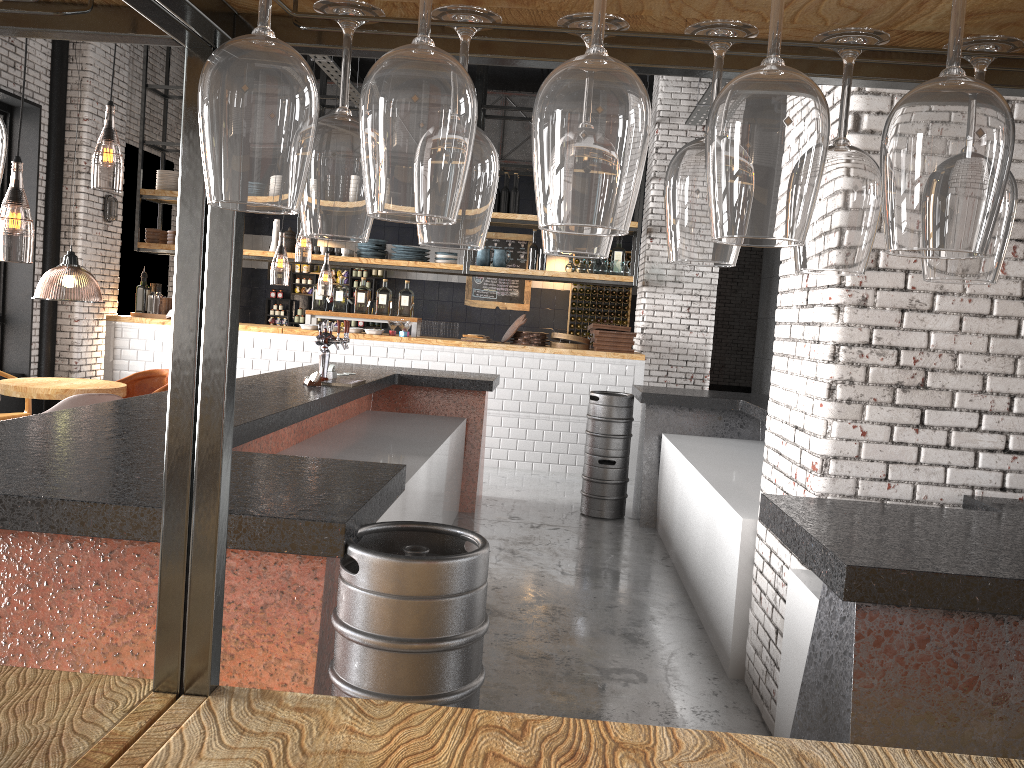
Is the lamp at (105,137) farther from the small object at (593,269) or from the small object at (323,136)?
the small object at (593,269)

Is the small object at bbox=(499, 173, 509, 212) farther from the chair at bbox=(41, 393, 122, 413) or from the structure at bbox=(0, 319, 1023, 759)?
the chair at bbox=(41, 393, 122, 413)

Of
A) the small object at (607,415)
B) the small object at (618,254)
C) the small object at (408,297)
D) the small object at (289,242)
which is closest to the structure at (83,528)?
the small object at (607,415)

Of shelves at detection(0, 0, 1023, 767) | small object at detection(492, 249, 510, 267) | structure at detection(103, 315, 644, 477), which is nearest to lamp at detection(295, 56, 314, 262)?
structure at detection(103, 315, 644, 477)

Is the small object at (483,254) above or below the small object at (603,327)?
above

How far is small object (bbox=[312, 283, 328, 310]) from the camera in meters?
9.9 m

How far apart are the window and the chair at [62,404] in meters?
3.6

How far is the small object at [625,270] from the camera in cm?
982

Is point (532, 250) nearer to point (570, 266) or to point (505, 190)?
point (570, 266)

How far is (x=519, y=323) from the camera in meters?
9.6
